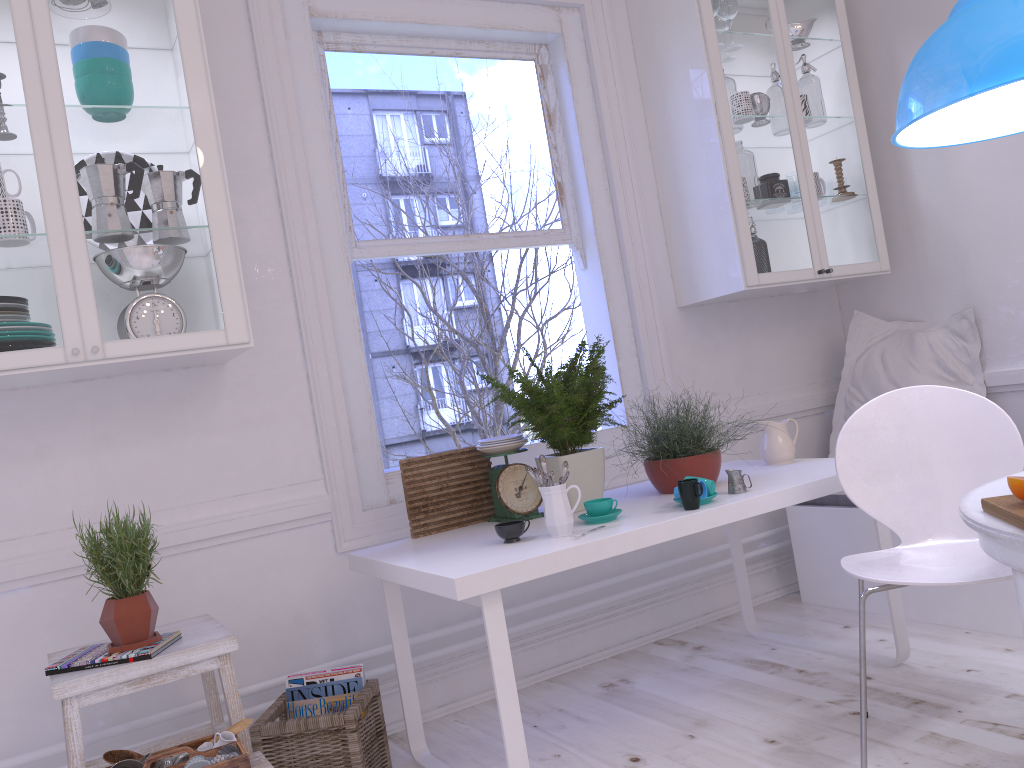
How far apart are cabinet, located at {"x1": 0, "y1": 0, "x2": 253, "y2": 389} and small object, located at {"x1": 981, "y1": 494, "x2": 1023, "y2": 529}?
1.8 meters

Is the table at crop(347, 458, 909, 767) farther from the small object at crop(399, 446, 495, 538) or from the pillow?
the pillow

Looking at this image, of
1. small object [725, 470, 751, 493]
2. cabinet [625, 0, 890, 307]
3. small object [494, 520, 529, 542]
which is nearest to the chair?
small object [725, 470, 751, 493]

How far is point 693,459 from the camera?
2.6 meters

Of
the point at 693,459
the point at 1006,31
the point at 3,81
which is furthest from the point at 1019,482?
the point at 3,81

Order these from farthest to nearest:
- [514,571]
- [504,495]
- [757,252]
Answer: [757,252]
[504,495]
[514,571]

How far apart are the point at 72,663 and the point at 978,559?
2.12m

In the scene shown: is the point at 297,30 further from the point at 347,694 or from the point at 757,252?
the point at 347,694

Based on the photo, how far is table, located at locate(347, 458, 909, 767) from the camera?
2.00m

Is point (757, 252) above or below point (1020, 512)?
above
